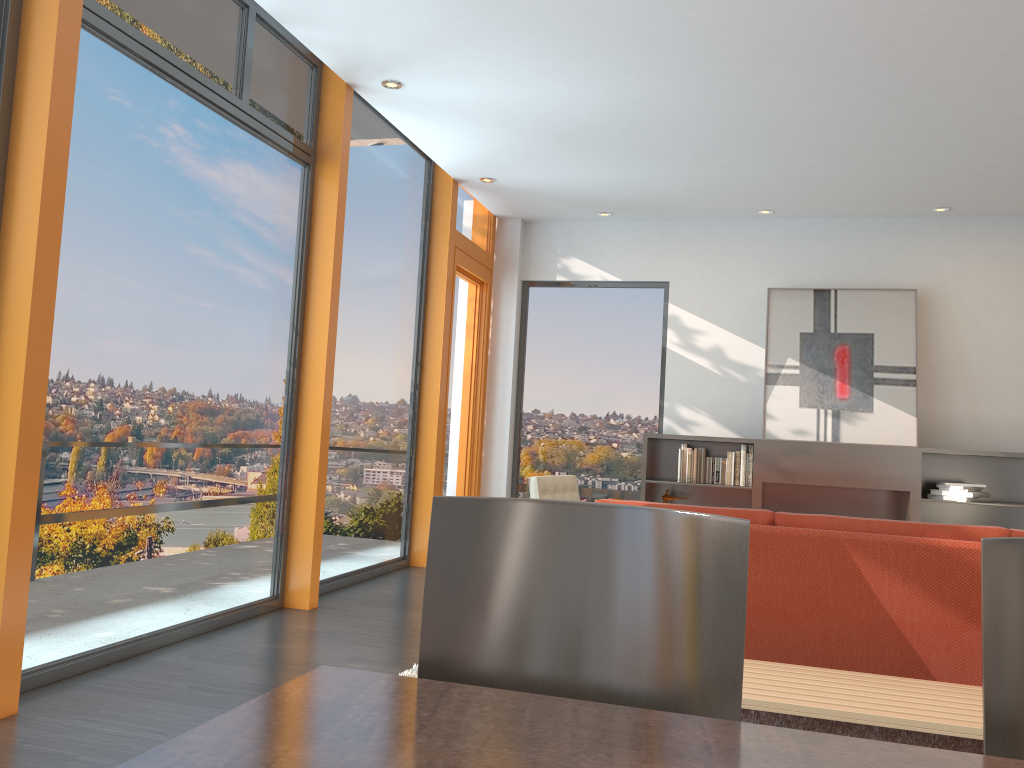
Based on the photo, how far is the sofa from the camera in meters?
3.0

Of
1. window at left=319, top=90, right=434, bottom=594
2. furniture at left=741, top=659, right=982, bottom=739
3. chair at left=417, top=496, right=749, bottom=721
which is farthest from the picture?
chair at left=417, top=496, right=749, bottom=721

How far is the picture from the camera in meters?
7.3

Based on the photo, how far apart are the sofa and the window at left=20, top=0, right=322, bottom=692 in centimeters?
249cm

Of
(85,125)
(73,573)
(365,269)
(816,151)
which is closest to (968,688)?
(73,573)

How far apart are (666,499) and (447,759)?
6.7m

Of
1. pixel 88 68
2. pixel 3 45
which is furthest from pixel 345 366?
pixel 3 45

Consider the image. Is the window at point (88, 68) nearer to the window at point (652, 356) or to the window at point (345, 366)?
the window at point (345, 366)

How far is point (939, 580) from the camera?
2.98m

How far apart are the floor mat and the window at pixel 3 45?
2.5m
